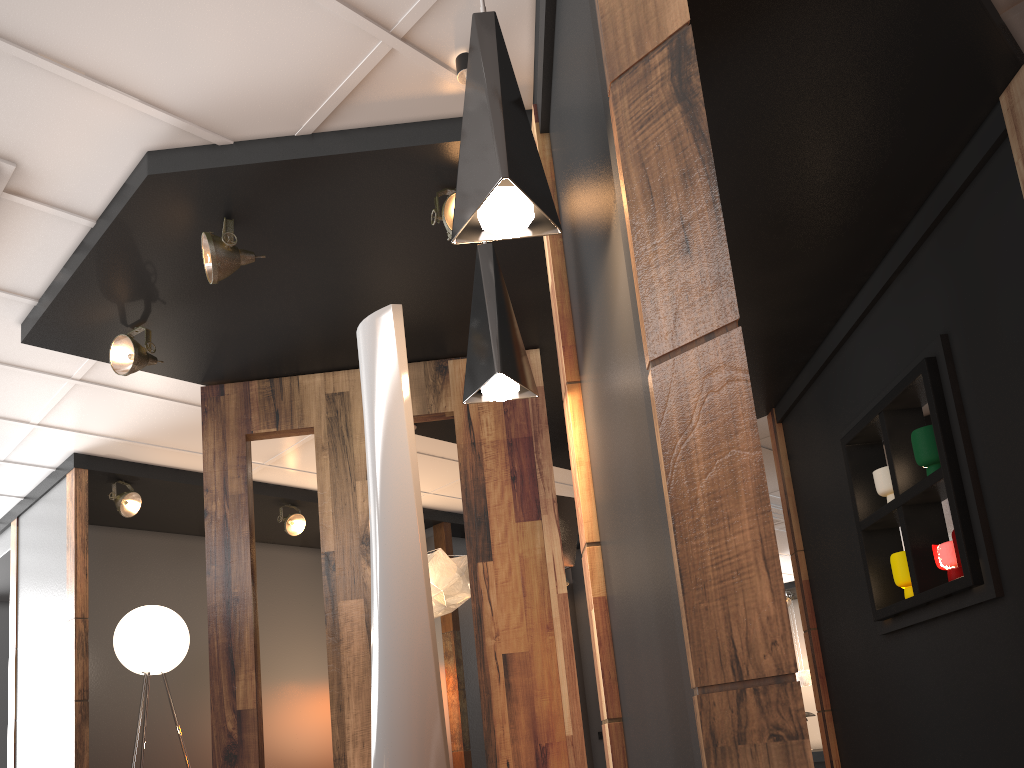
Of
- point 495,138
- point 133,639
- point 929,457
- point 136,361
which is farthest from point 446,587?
point 495,138

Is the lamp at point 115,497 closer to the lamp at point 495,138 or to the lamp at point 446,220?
the lamp at point 446,220

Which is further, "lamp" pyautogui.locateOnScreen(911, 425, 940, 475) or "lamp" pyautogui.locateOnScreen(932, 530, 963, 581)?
"lamp" pyautogui.locateOnScreen(911, 425, 940, 475)

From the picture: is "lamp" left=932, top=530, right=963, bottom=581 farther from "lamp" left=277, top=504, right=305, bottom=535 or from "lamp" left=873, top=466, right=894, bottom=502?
"lamp" left=277, top=504, right=305, bottom=535

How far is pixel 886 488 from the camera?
4.28m

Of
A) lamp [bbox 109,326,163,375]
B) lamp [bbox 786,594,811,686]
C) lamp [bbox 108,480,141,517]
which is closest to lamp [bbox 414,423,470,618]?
lamp [bbox 109,326,163,375]

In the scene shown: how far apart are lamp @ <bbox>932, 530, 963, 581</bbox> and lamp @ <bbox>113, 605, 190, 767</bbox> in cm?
468

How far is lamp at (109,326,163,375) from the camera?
4.0 meters

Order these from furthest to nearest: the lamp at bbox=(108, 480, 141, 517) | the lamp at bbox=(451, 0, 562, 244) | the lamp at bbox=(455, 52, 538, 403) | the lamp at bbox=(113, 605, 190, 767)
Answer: the lamp at bbox=(108, 480, 141, 517), the lamp at bbox=(113, 605, 190, 767), the lamp at bbox=(455, 52, 538, 403), the lamp at bbox=(451, 0, 562, 244)

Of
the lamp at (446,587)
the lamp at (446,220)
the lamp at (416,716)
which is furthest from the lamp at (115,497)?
the lamp at (416,716)
